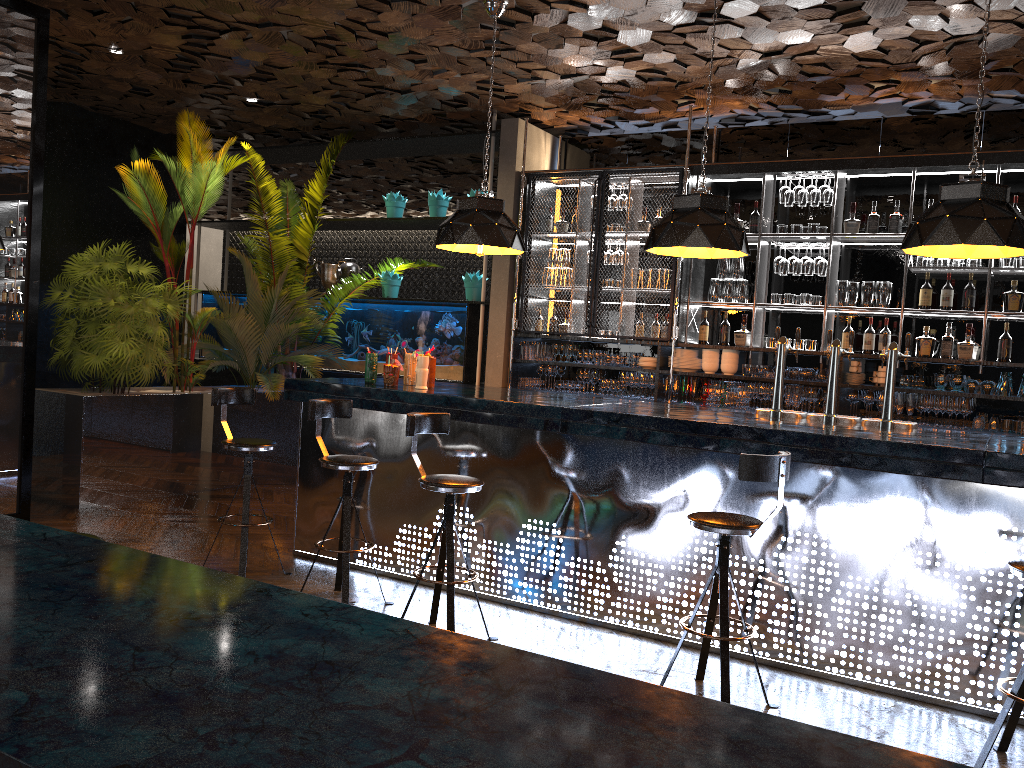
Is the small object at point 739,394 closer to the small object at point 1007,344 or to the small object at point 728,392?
the small object at point 728,392

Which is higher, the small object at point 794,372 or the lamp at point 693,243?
the lamp at point 693,243

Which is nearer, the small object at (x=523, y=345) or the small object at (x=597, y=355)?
the small object at (x=597, y=355)

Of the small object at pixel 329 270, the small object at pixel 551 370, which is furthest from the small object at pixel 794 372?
the small object at pixel 329 270

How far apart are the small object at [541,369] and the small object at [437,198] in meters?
2.0 m

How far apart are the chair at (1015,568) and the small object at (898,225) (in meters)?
4.20

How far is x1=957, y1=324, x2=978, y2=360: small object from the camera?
6.60m

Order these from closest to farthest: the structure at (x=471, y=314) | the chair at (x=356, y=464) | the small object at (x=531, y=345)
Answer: the chair at (x=356, y=464)
the small object at (x=531, y=345)
the structure at (x=471, y=314)

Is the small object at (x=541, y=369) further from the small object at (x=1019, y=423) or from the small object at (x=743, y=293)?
the small object at (x=1019, y=423)

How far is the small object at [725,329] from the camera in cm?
753
